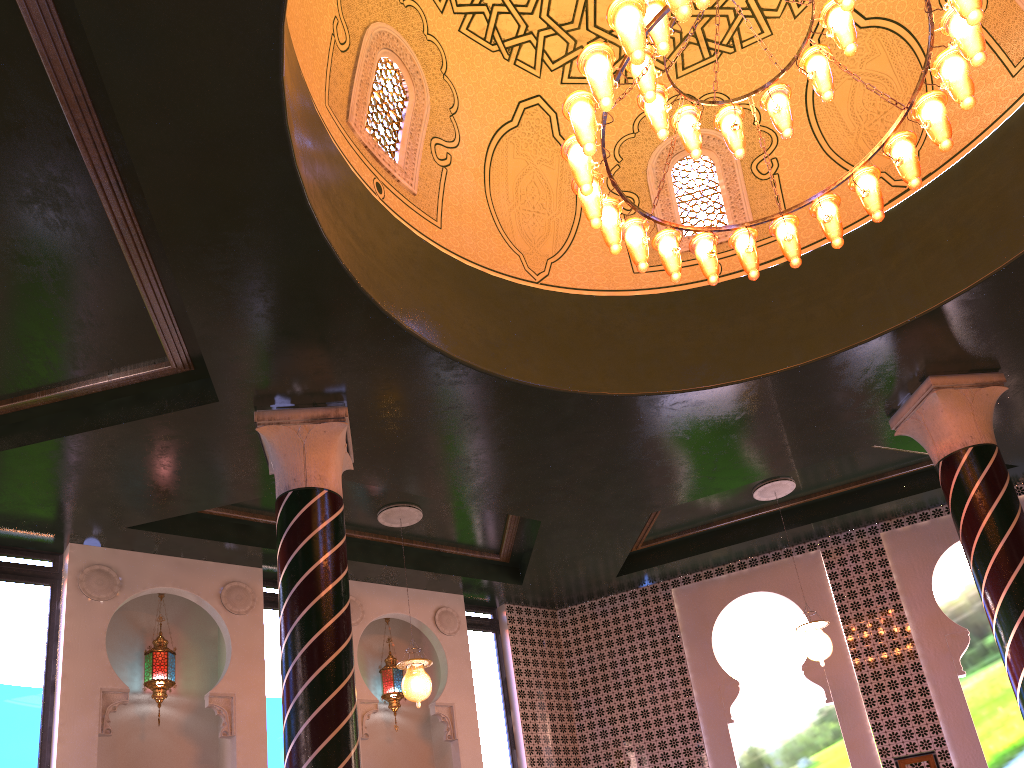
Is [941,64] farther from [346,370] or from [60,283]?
[60,283]

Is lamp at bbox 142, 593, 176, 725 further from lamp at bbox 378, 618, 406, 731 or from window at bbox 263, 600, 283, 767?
lamp at bbox 378, 618, 406, 731

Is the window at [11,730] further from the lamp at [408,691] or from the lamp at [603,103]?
the lamp at [603,103]

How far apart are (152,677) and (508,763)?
4.6m

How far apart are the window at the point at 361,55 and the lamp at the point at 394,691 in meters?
5.8

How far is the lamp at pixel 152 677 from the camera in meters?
8.9

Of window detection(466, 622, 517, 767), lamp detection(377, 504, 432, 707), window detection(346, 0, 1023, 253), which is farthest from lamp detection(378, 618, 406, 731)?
window detection(346, 0, 1023, 253)

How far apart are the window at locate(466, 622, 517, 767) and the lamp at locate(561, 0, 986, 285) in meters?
6.8 m

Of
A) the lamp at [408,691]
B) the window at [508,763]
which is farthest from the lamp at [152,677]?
the window at [508,763]

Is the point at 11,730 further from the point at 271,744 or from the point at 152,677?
the point at 271,744
